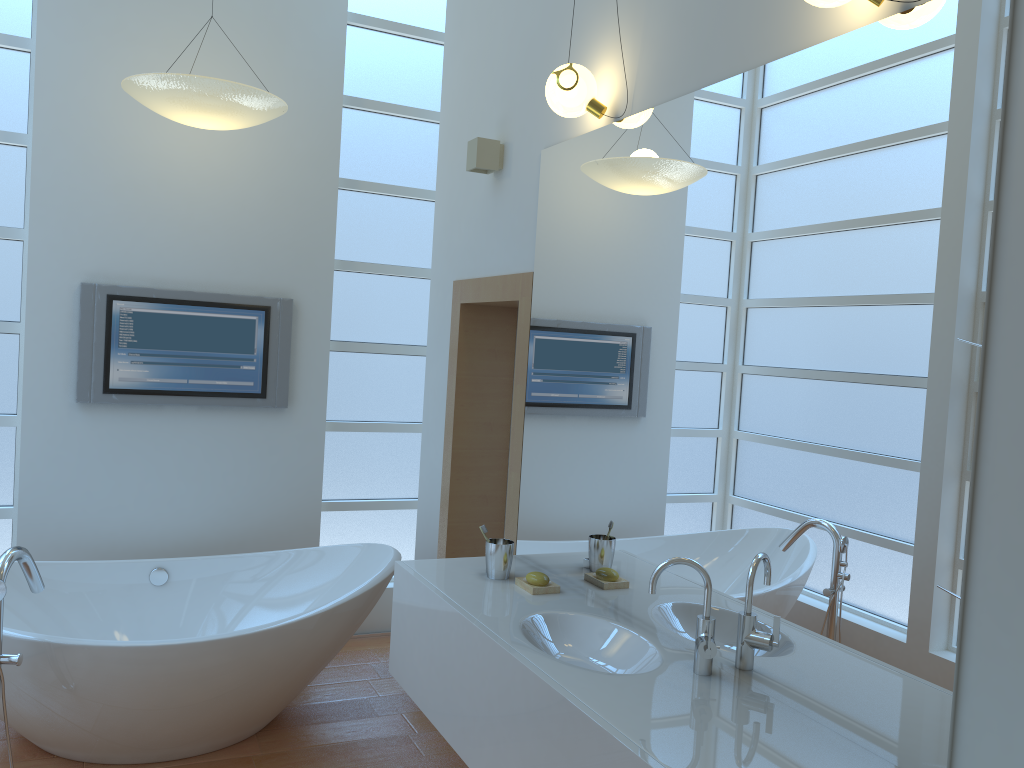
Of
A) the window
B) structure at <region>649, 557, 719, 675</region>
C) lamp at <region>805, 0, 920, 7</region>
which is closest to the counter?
structure at <region>649, 557, 719, 675</region>

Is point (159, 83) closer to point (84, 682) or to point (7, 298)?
point (7, 298)

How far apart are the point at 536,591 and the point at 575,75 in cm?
154

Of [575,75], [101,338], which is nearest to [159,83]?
[101,338]

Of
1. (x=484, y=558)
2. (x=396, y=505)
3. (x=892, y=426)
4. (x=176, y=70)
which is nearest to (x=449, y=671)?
(x=484, y=558)

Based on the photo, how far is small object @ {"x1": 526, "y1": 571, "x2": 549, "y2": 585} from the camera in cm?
268

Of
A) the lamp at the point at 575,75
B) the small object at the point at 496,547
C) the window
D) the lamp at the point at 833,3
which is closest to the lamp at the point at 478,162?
the lamp at the point at 575,75

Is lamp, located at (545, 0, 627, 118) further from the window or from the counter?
the window

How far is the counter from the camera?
1.71m

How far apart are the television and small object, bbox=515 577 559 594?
1.85m
